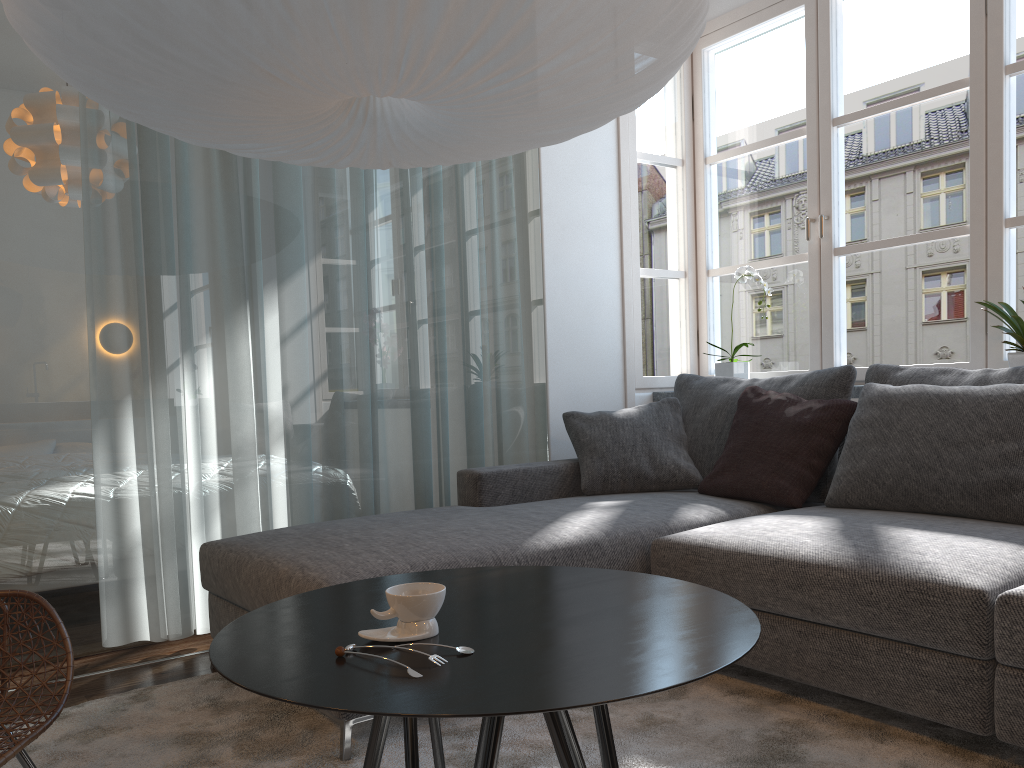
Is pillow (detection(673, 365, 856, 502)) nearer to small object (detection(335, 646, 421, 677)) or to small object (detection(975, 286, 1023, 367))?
small object (detection(975, 286, 1023, 367))

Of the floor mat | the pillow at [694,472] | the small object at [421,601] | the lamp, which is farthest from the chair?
the pillow at [694,472]

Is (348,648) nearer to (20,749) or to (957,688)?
(20,749)

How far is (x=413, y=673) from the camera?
1.1 meters

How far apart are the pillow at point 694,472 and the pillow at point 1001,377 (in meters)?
0.68

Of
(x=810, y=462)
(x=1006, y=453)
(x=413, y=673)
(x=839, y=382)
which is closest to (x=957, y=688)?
(x=1006, y=453)

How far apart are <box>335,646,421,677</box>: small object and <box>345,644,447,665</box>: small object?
0.0m

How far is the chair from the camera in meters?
1.6

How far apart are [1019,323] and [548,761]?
2.1 meters

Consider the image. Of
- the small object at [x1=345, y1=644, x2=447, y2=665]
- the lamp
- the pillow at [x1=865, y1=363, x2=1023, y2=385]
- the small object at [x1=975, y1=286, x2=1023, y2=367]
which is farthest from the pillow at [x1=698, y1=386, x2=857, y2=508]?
the small object at [x1=345, y1=644, x2=447, y2=665]
